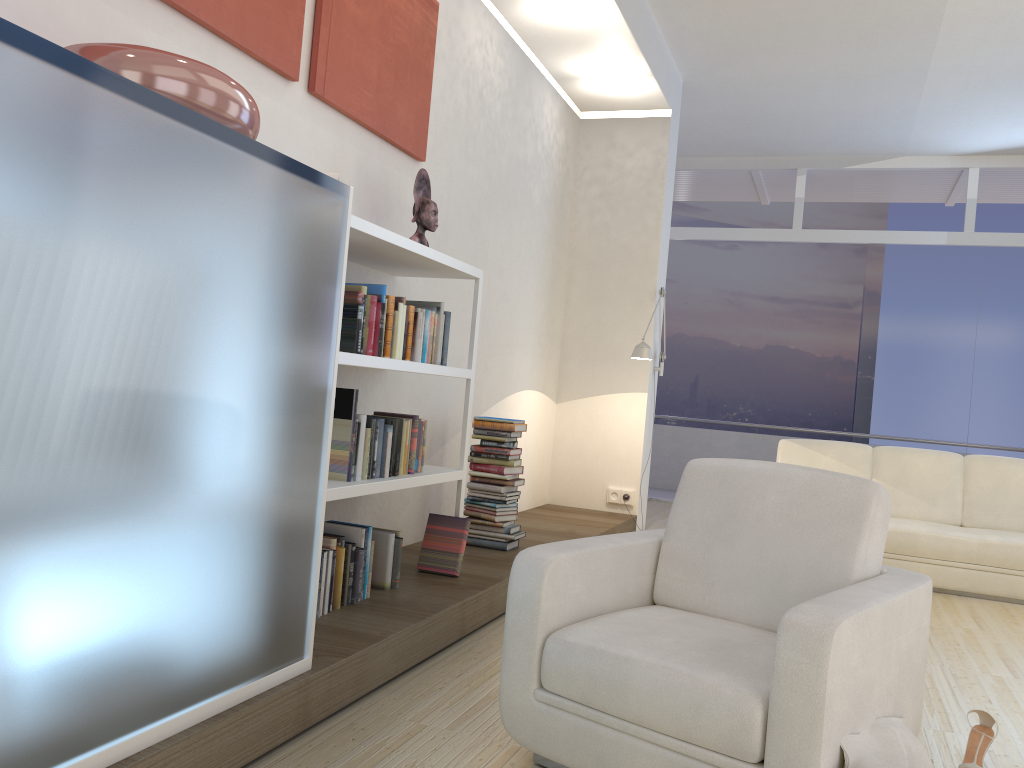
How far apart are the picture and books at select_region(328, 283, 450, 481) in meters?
0.8

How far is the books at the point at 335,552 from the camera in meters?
3.2

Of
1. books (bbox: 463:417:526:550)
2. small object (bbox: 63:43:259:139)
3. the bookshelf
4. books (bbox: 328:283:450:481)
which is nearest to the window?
books (bbox: 463:417:526:550)

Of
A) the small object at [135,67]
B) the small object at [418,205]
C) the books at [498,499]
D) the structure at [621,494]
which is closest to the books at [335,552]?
the books at [498,499]

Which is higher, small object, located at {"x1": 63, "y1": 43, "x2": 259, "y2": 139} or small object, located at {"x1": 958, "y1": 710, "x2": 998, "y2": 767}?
small object, located at {"x1": 63, "y1": 43, "x2": 259, "y2": 139}

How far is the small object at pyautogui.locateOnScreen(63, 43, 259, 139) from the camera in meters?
2.0

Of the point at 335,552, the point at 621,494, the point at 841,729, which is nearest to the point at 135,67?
the point at 335,552

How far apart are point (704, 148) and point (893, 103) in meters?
2.0 m

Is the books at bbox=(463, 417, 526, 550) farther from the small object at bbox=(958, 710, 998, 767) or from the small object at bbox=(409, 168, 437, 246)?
the small object at bbox=(958, 710, 998, 767)

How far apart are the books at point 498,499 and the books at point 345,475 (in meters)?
0.91
